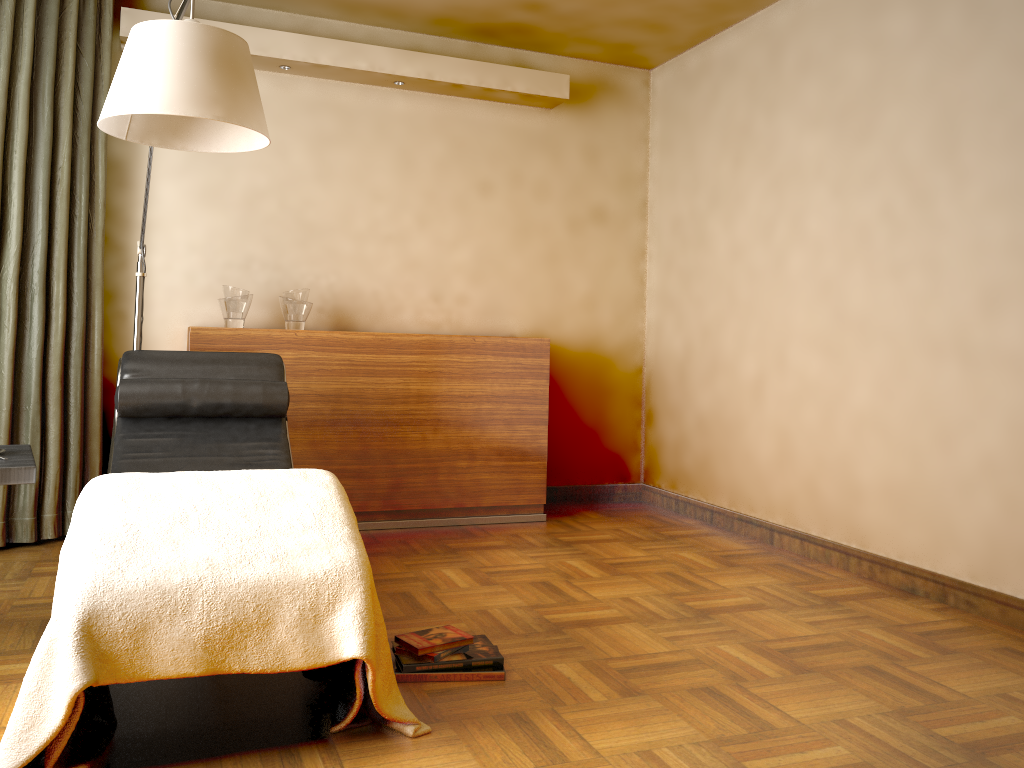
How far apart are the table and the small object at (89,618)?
0.2m

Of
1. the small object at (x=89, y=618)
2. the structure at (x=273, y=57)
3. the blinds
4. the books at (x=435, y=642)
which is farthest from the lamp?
the books at (x=435, y=642)

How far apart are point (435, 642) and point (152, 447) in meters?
1.3 m

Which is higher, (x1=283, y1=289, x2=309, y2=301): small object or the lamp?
the lamp

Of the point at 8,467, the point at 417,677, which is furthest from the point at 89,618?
the point at 417,677

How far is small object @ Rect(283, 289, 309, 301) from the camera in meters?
4.0

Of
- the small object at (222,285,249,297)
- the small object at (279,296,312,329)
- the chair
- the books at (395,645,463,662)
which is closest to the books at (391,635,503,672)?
the books at (395,645,463,662)

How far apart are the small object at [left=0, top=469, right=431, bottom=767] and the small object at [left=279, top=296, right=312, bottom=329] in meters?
1.8 m

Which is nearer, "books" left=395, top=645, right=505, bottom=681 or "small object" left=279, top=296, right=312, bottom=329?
"books" left=395, top=645, right=505, bottom=681

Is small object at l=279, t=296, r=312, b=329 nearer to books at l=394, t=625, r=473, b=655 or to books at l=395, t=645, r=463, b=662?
books at l=394, t=625, r=473, b=655
